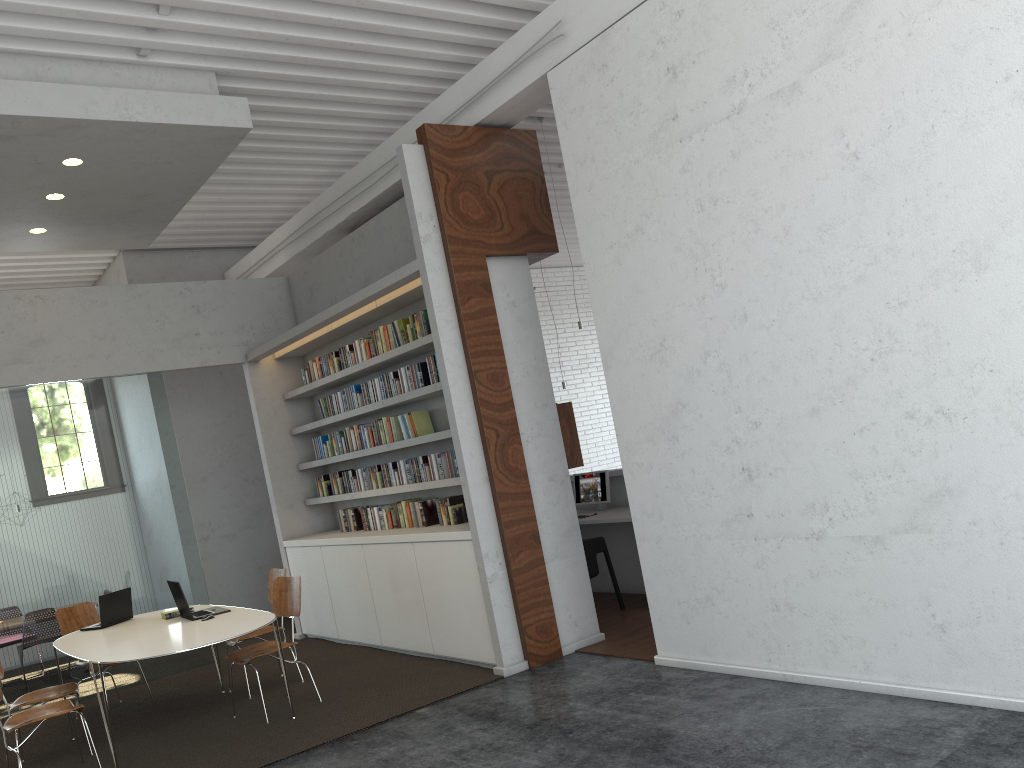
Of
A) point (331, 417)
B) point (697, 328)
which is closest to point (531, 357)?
point (697, 328)
